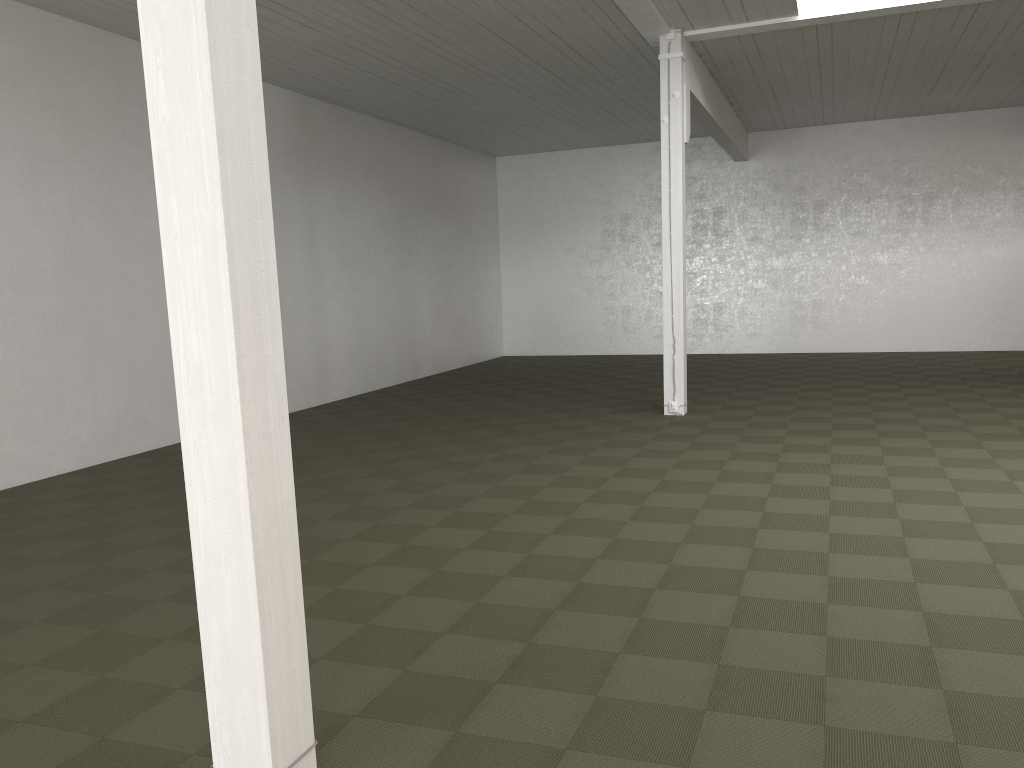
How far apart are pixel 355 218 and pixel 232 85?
11.99m
